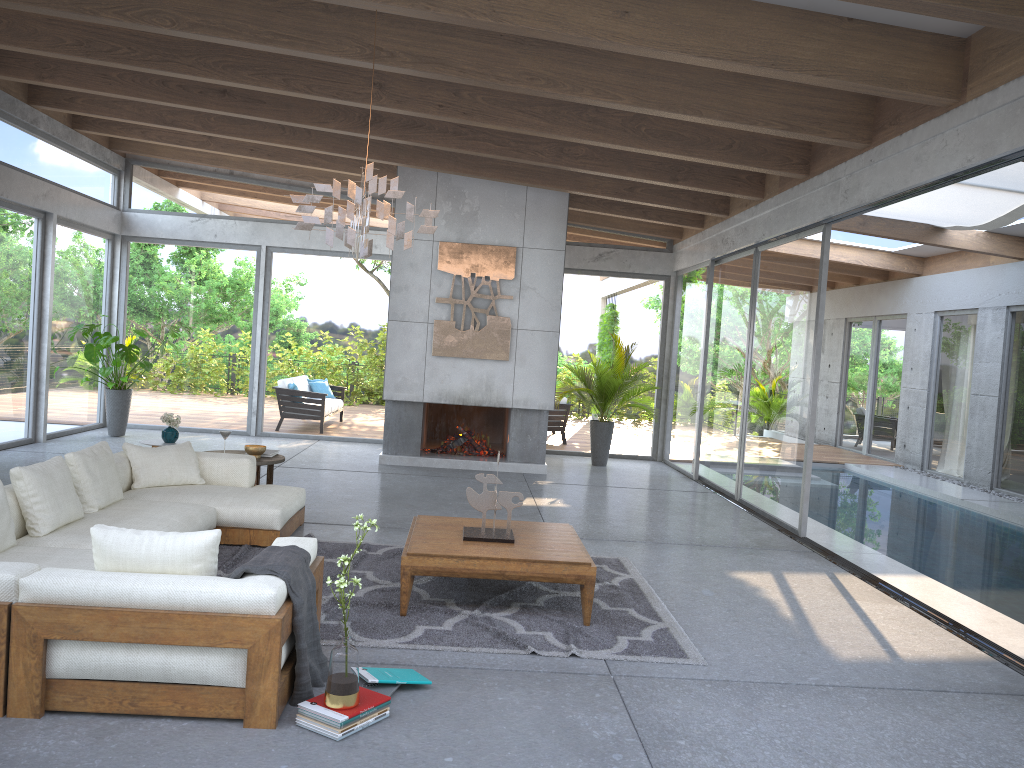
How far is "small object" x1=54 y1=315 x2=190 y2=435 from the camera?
10.8 meters

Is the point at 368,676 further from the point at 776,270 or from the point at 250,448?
the point at 776,270

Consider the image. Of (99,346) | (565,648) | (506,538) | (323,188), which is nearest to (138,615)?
(565,648)

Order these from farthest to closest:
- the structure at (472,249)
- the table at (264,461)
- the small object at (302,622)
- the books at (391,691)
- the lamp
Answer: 1. the structure at (472,249)
2. the table at (264,461)
3. the lamp
4. the books at (391,691)
5. the small object at (302,622)

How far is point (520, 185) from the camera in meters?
10.5 m

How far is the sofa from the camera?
3.3m

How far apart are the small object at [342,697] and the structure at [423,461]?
7.2m

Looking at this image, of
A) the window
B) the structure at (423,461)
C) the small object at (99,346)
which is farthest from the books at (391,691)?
the small object at (99,346)

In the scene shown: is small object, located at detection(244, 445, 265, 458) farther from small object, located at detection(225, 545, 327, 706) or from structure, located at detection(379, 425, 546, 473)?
small object, located at detection(225, 545, 327, 706)

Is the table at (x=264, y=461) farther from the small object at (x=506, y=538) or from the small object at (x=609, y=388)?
the small object at (x=609, y=388)
